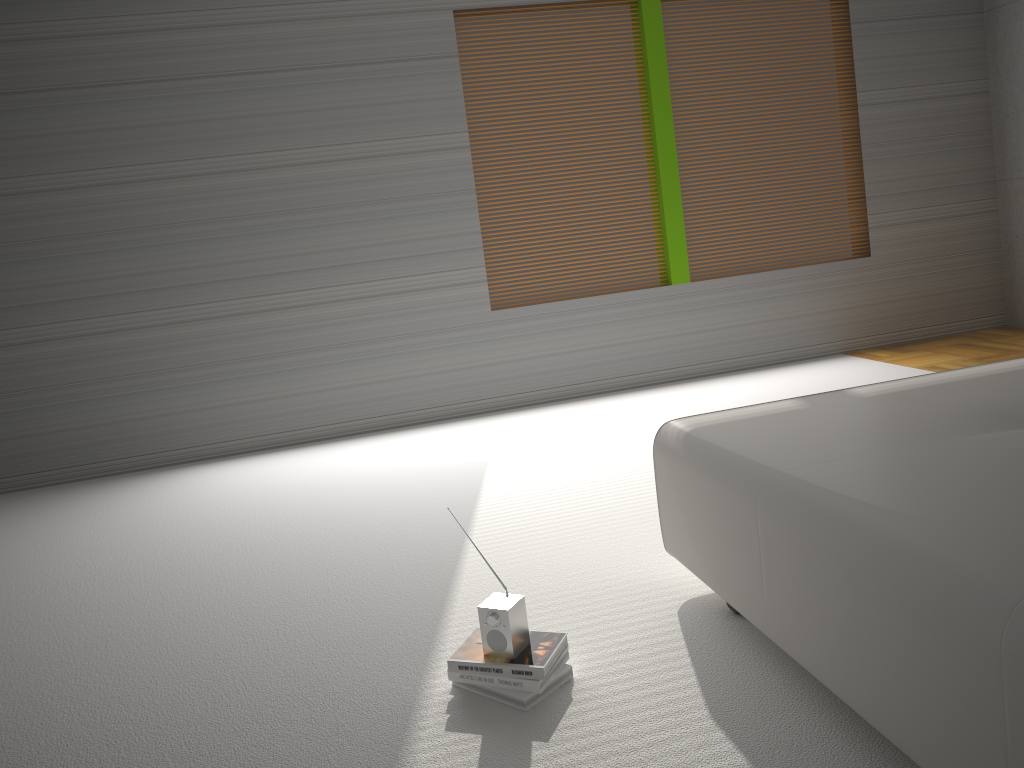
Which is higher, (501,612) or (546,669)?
(501,612)

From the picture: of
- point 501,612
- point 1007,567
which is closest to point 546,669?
point 501,612

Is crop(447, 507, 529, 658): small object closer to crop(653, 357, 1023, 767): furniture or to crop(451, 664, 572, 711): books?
crop(451, 664, 572, 711): books

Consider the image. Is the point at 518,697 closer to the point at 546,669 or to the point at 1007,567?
the point at 546,669

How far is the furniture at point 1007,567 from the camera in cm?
146

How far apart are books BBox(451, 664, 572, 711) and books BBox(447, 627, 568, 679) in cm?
4

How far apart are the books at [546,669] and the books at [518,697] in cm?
4

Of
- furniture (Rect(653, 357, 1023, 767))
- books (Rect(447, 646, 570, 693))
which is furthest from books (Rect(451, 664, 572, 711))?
furniture (Rect(653, 357, 1023, 767))

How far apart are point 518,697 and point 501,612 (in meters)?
0.21

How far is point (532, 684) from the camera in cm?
223
